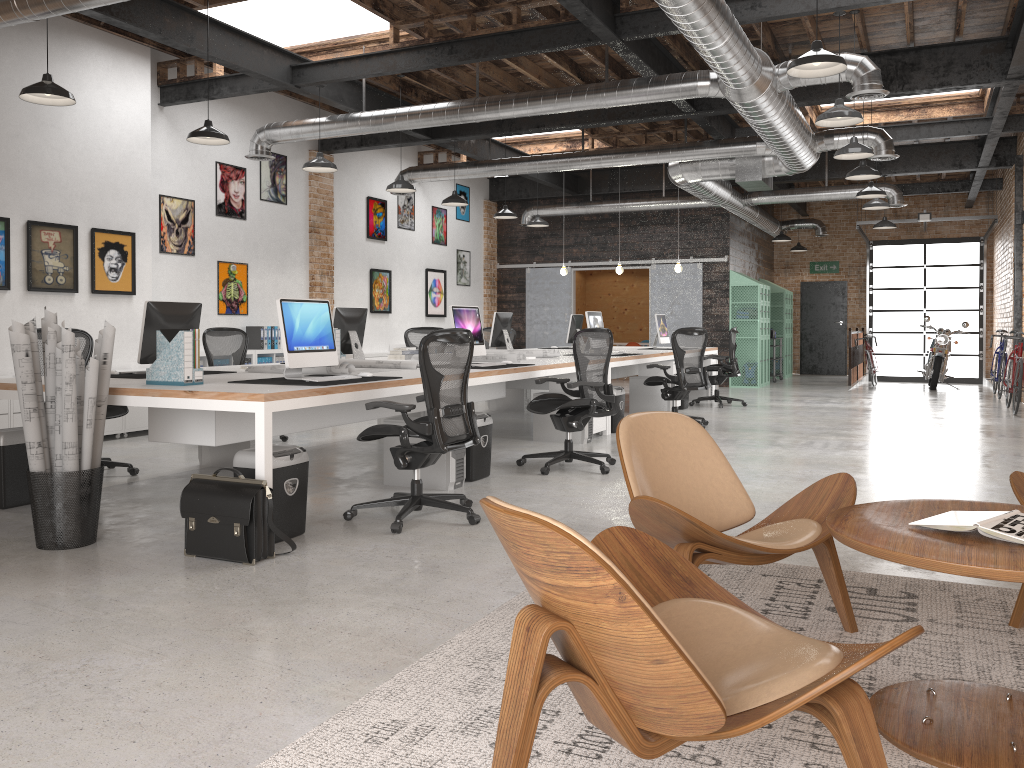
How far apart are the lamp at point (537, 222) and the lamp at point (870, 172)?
5.4 meters

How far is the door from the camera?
19.7 meters

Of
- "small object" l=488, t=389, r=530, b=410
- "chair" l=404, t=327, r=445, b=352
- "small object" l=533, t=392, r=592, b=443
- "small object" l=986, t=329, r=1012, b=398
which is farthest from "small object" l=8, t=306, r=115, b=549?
"small object" l=986, t=329, r=1012, b=398

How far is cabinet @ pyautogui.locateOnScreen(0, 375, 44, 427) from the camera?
7.58m

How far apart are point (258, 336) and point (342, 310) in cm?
386

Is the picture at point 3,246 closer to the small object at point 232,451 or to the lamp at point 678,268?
the small object at point 232,451

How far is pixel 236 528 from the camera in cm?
408

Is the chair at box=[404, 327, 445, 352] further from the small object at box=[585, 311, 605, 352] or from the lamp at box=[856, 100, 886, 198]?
the lamp at box=[856, 100, 886, 198]

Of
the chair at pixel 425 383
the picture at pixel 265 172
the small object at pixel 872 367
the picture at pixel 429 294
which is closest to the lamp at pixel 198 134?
the chair at pixel 425 383

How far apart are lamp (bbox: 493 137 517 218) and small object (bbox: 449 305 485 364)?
5.8 meters
